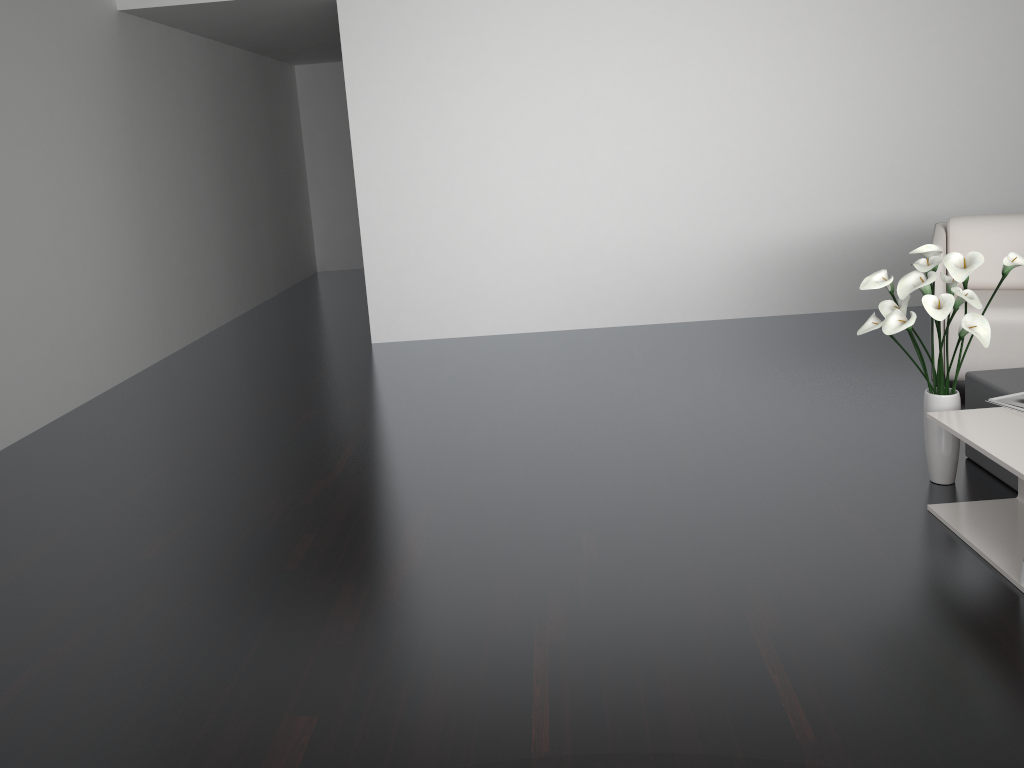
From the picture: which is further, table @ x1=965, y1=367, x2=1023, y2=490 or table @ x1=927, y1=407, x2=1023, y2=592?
table @ x1=965, y1=367, x2=1023, y2=490

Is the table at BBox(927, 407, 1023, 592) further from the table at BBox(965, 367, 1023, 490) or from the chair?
the chair

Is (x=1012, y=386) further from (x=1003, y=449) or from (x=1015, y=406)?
(x=1003, y=449)

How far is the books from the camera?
2.7 meters

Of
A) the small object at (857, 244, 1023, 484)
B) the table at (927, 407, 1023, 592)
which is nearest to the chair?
the small object at (857, 244, 1023, 484)

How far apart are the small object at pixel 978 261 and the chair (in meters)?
0.96

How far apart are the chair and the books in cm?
106

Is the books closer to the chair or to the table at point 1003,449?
the table at point 1003,449

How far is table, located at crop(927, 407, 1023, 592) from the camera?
2.4 meters

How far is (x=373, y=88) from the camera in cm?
543
